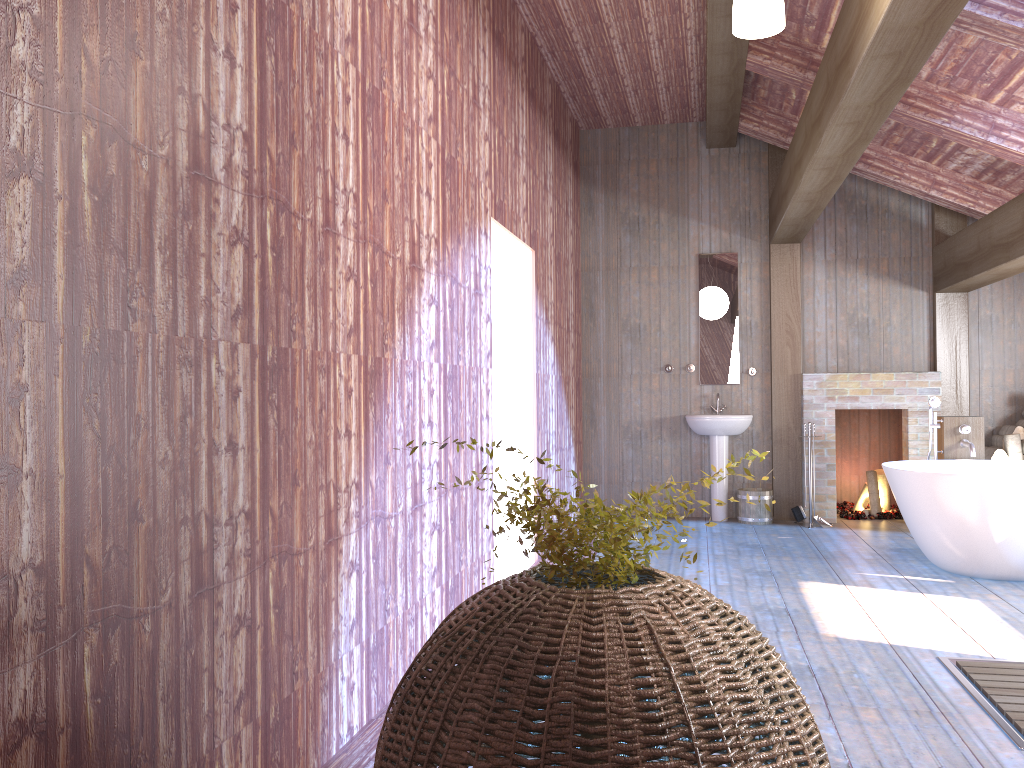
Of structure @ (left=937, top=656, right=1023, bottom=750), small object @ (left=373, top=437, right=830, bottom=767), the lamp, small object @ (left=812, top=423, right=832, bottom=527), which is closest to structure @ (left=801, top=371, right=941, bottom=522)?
small object @ (left=812, top=423, right=832, bottom=527)

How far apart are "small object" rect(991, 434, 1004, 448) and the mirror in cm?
219

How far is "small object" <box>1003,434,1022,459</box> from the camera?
7.1 meters

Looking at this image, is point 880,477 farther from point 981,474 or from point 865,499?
point 981,474

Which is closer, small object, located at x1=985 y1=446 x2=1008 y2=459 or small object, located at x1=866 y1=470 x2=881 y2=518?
small object, located at x1=985 y1=446 x2=1008 y2=459

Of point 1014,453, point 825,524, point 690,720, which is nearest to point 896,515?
point 825,524

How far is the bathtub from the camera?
5.1m

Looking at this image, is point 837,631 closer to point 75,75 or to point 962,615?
point 962,615

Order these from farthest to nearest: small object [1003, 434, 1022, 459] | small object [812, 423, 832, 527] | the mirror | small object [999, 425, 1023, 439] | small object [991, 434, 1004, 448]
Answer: the mirror → small object [812, 423, 832, 527] → small object [991, 434, 1004, 448] → small object [999, 425, 1023, 439] → small object [1003, 434, 1022, 459]

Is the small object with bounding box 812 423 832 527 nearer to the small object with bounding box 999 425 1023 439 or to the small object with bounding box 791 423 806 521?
the small object with bounding box 791 423 806 521
